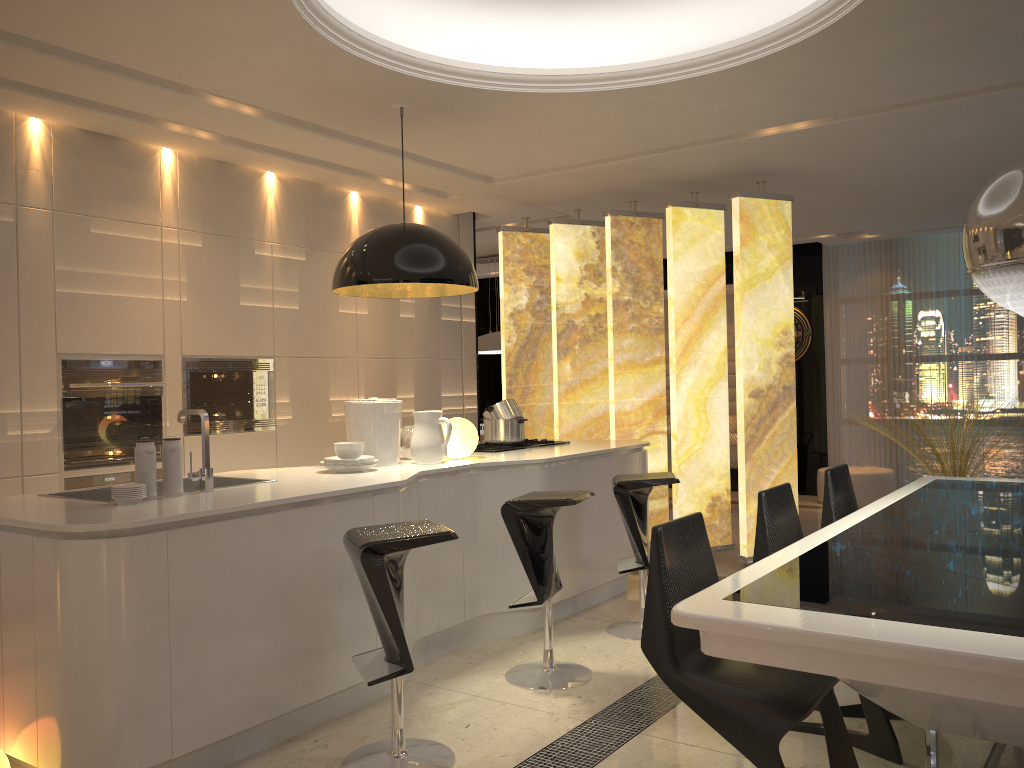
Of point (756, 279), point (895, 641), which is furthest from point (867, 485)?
point (895, 641)

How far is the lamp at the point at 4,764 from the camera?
2.70m

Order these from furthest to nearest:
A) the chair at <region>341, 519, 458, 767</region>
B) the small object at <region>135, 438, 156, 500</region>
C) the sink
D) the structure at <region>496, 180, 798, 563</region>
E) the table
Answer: the structure at <region>496, 180, 798, 563</region>, the sink, the small object at <region>135, 438, 156, 500</region>, the chair at <region>341, 519, 458, 767</region>, the table

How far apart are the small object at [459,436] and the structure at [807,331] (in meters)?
5.98

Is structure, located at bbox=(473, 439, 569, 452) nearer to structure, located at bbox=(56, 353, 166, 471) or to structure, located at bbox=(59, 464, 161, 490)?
structure, located at bbox=(56, 353, 166, 471)

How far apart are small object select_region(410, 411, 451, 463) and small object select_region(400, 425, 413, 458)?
0.2m

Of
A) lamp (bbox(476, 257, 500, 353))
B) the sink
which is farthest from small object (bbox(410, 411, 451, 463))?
lamp (bbox(476, 257, 500, 353))

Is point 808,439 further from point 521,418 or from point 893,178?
point 521,418

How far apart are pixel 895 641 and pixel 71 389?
4.1 meters

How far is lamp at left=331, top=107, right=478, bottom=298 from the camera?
4.0m
